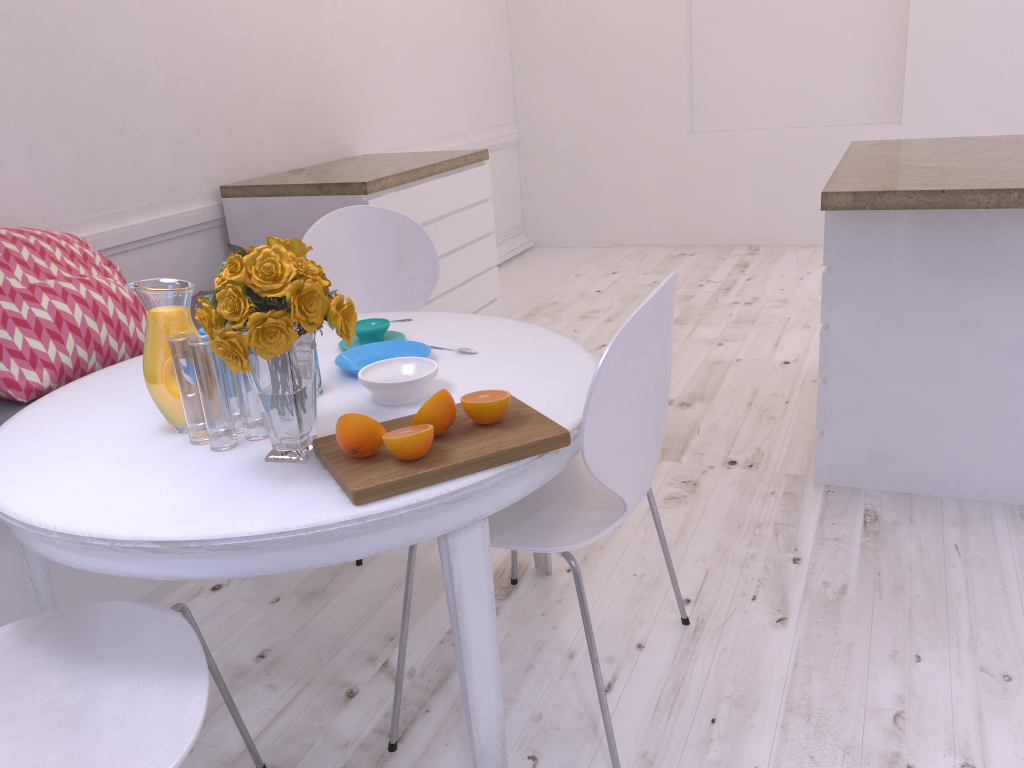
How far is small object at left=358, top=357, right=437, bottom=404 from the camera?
1.6 meters

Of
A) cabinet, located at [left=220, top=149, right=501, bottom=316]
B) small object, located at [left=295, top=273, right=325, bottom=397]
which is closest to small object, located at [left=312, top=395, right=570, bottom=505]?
small object, located at [left=295, top=273, right=325, bottom=397]

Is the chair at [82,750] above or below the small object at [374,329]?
below

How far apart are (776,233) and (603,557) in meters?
3.8 m

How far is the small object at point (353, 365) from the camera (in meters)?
1.81

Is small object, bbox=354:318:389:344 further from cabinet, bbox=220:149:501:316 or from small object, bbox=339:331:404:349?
cabinet, bbox=220:149:501:316

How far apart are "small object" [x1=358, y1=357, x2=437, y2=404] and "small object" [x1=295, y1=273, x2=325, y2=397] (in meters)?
0.10

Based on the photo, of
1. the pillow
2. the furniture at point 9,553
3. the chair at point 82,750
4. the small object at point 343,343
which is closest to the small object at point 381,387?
the small object at point 343,343

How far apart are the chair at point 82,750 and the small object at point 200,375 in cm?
25

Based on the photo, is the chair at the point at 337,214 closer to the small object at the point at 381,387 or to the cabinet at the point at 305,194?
the cabinet at the point at 305,194
